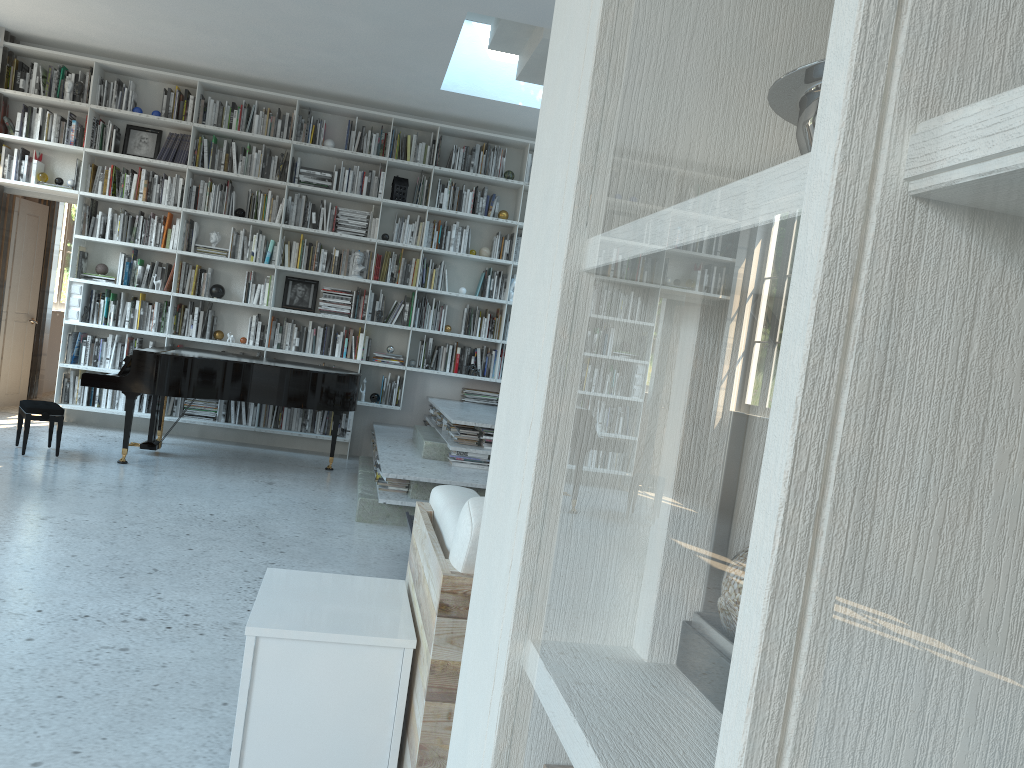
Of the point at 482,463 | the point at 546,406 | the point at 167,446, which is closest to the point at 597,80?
the point at 546,406

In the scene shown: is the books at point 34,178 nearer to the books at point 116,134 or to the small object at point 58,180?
the small object at point 58,180

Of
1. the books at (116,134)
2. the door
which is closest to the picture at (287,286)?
the books at (116,134)

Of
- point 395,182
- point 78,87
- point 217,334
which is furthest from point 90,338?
point 395,182

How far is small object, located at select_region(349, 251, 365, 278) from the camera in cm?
798

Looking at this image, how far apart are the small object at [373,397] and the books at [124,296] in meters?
2.3 m

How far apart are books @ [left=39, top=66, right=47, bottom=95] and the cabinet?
6.9m

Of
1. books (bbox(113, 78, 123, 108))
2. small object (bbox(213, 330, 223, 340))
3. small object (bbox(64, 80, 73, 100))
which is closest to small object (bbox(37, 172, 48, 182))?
small object (bbox(64, 80, 73, 100))

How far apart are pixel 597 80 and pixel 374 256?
7.4 meters

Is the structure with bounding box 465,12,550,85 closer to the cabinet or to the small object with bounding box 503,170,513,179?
the small object with bounding box 503,170,513,179
